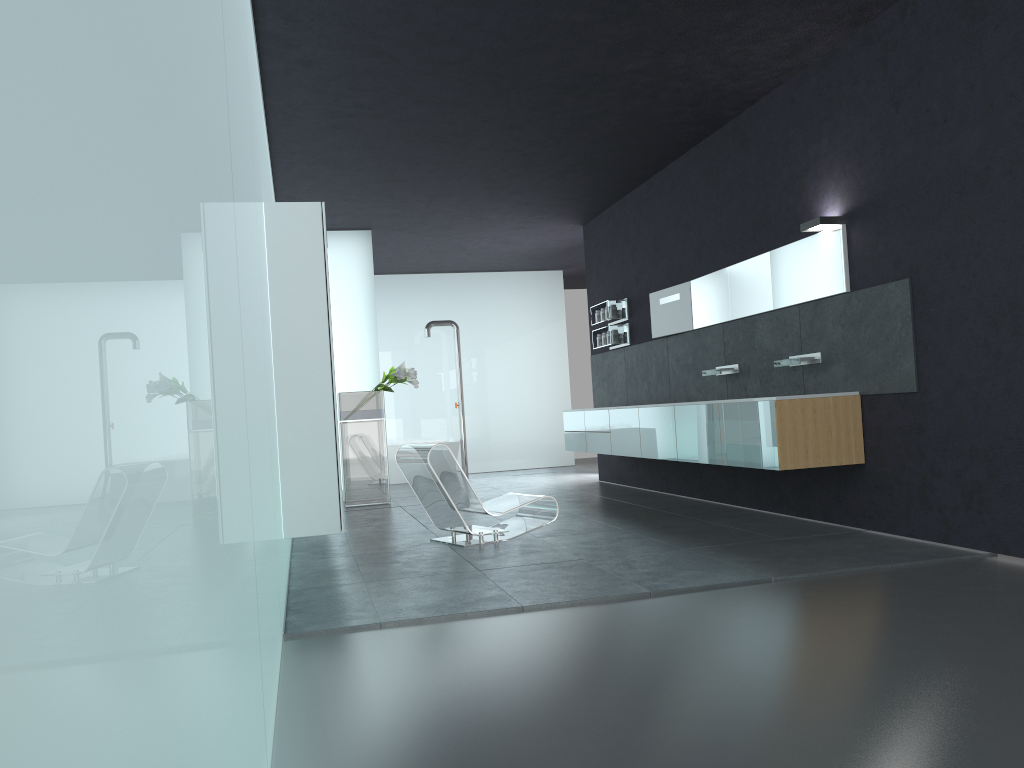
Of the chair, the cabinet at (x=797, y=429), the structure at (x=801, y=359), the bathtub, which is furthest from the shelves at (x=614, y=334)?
the bathtub

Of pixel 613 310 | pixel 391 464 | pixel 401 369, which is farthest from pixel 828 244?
pixel 391 464

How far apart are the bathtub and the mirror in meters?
5.8

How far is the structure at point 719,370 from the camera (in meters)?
8.71

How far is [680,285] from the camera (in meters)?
9.84

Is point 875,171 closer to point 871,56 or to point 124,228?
point 871,56

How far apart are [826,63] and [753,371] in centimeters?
280cm

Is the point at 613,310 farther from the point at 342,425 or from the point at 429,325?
the point at 429,325

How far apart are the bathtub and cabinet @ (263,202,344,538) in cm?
899

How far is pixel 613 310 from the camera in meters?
11.5
